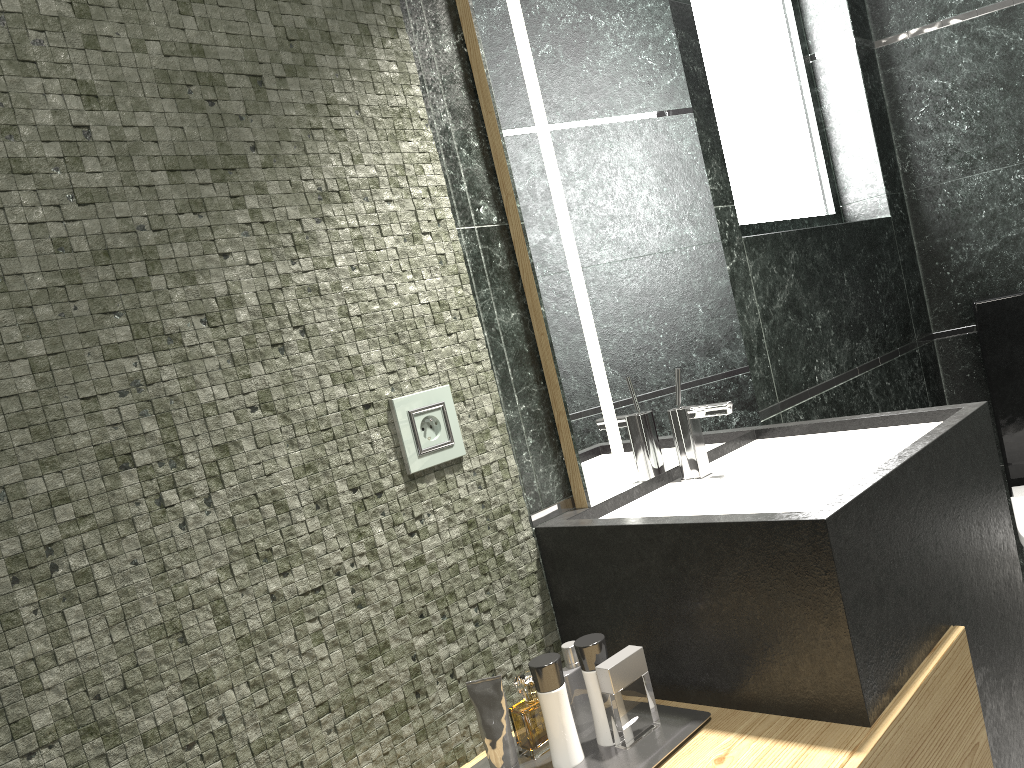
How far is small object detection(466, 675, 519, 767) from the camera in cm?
140

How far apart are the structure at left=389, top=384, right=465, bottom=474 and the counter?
0.23m

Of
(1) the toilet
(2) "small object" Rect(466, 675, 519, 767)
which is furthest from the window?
(2) "small object" Rect(466, 675, 519, 767)

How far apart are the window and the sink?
0.8 meters

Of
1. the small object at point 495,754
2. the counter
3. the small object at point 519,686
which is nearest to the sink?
the counter

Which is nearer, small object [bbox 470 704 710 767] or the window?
small object [bbox 470 704 710 767]

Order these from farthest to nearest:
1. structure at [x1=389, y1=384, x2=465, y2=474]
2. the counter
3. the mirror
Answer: the mirror
structure at [x1=389, y1=384, x2=465, y2=474]
the counter

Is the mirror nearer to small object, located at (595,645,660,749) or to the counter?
the counter

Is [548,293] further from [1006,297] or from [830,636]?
[1006,297]

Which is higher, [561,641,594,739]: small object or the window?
the window
